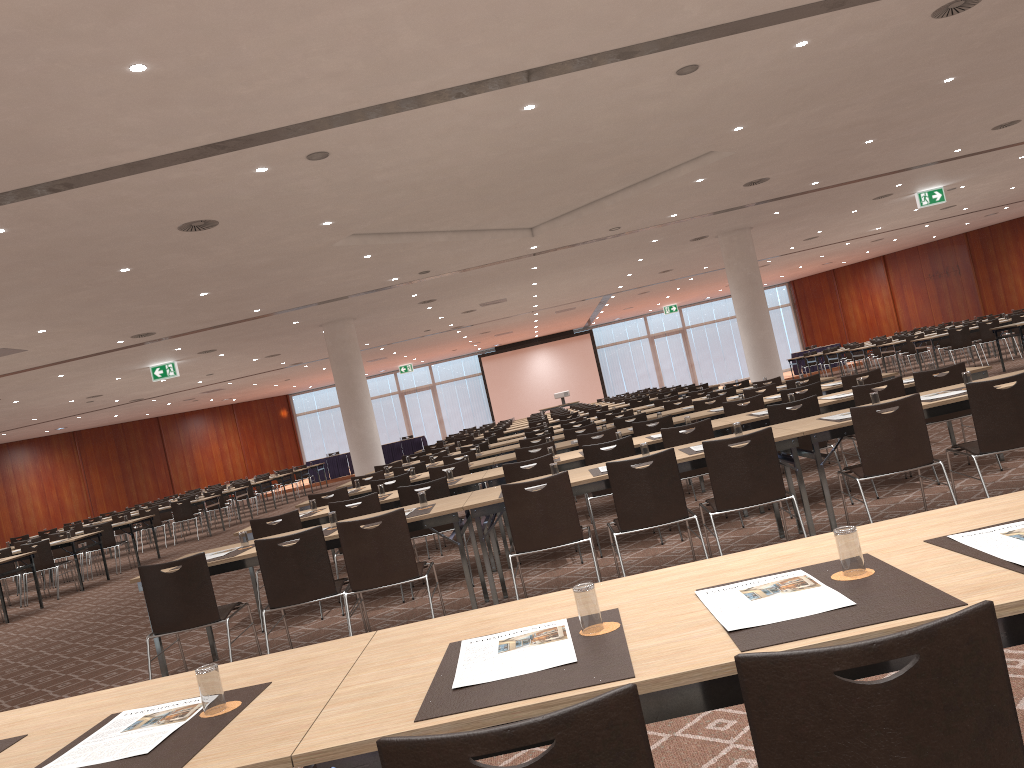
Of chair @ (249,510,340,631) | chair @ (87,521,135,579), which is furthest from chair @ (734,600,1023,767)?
chair @ (87,521,135,579)

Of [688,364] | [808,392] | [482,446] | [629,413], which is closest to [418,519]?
[808,392]

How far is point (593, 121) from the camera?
8.9 meters

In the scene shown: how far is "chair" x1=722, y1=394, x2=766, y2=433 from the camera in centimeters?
946cm

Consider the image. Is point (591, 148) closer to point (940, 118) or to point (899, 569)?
point (940, 118)

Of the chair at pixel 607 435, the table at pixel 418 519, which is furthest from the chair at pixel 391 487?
the table at pixel 418 519

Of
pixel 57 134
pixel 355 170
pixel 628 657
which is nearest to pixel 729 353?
pixel 355 170

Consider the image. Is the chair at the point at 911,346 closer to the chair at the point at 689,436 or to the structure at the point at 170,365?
the chair at the point at 689,436

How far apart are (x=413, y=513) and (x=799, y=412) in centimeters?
341cm

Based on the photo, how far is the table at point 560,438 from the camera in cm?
1179
